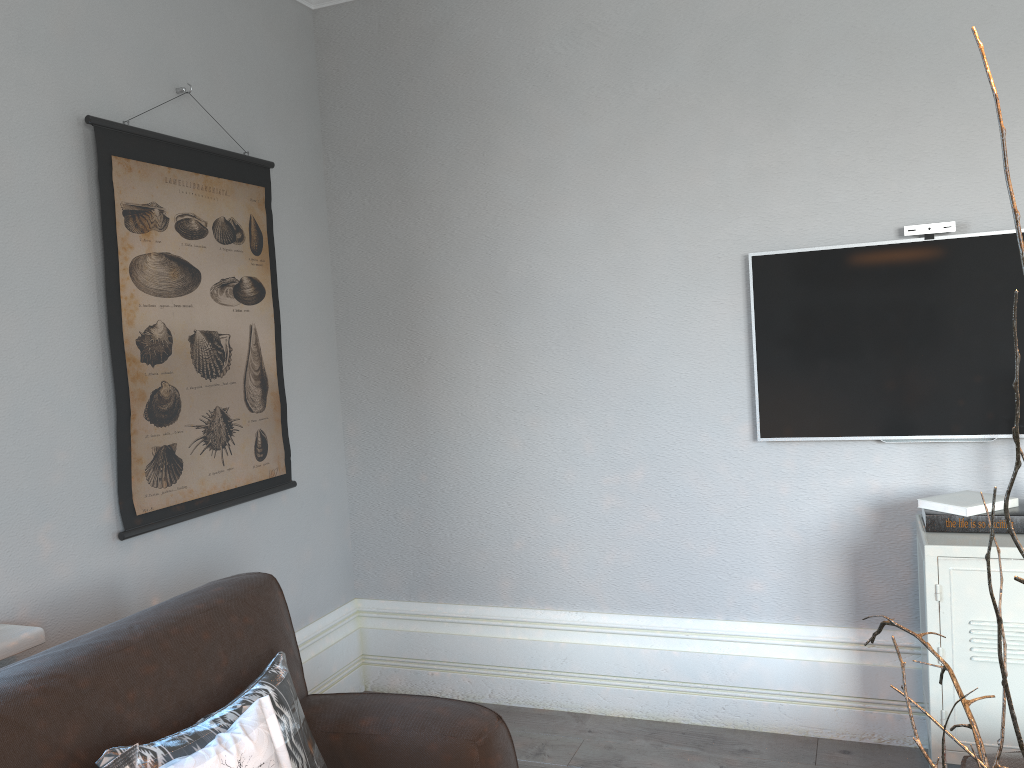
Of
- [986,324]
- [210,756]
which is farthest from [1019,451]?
[986,324]

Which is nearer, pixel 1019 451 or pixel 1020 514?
pixel 1019 451

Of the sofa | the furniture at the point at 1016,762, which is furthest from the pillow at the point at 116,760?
the furniture at the point at 1016,762

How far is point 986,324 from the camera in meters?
2.6 m

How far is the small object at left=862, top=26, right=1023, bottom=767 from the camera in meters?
0.6 m

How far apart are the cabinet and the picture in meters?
2.0

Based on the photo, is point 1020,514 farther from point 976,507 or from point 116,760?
point 116,760

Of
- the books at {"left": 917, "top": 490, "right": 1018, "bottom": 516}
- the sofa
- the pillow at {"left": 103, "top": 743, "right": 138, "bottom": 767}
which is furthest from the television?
the pillow at {"left": 103, "top": 743, "right": 138, "bottom": 767}

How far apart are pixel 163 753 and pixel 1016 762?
1.7m

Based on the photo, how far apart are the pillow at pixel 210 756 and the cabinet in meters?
1.6 m
